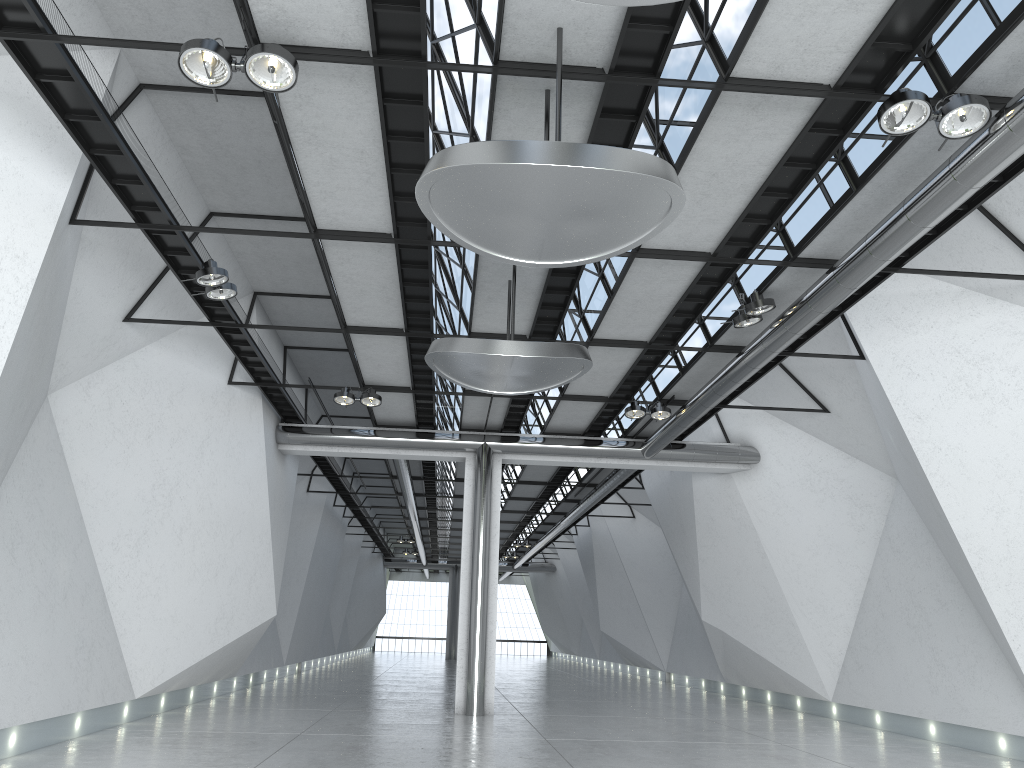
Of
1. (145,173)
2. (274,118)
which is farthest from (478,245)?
(145,173)
